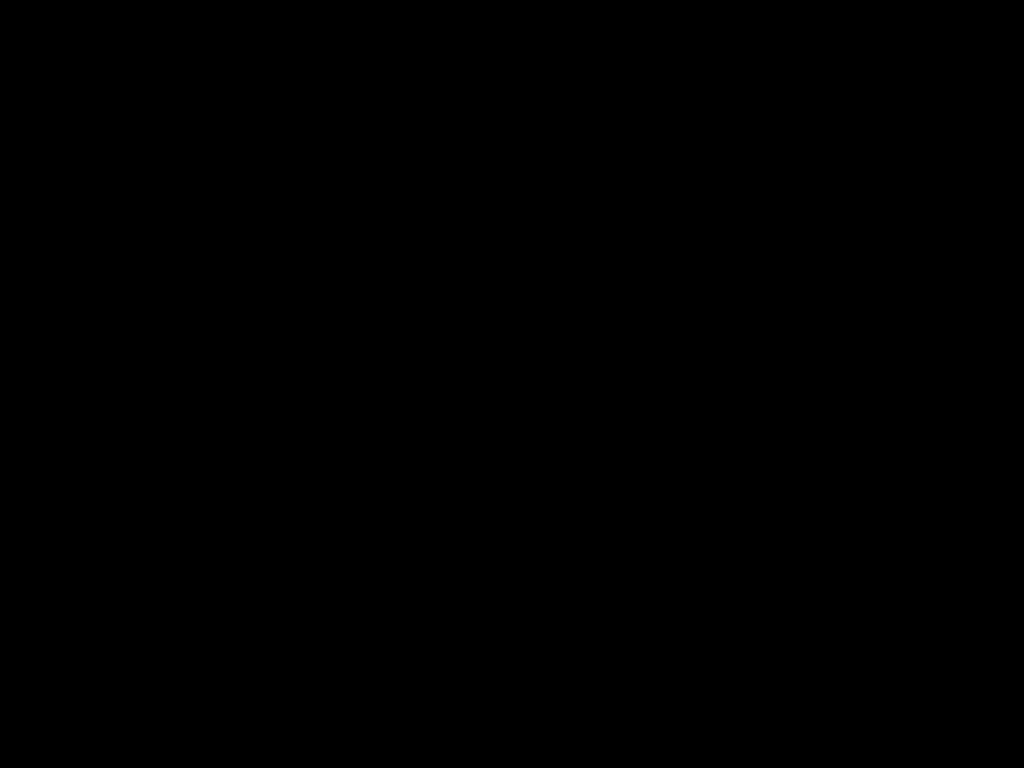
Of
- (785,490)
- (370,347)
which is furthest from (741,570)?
(370,347)
